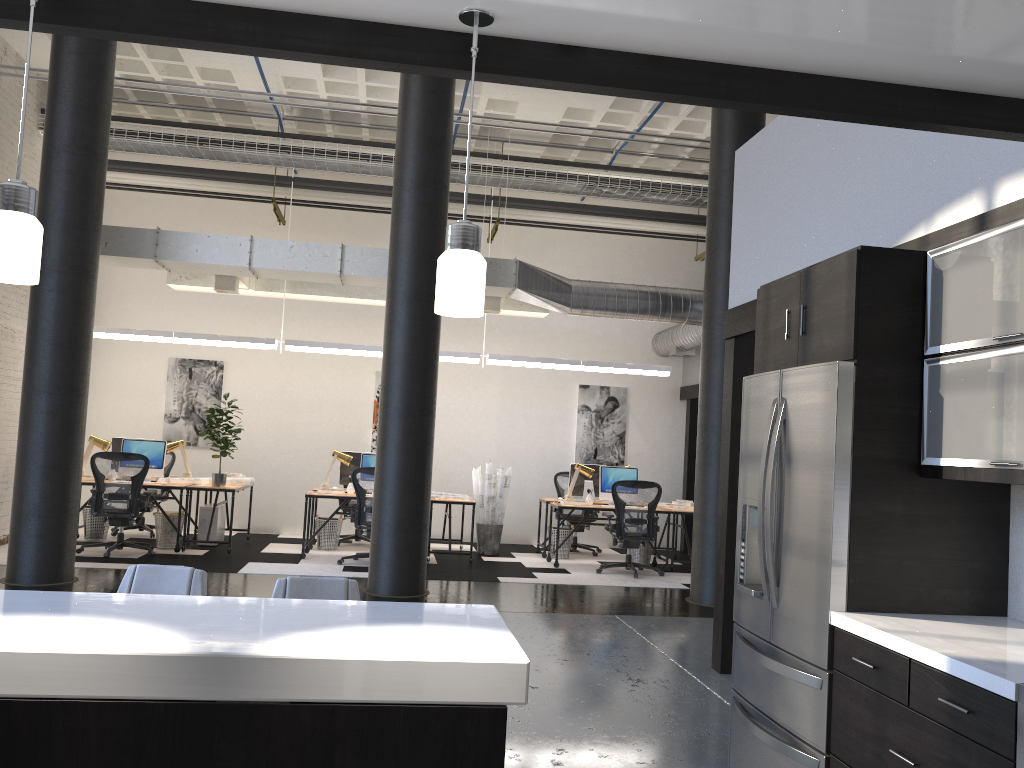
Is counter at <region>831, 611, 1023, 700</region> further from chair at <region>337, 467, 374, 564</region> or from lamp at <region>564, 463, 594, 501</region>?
lamp at <region>564, 463, 594, 501</region>

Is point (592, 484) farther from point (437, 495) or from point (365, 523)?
point (365, 523)

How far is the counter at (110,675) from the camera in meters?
1.7

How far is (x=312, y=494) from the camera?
9.9m

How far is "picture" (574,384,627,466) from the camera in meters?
12.8

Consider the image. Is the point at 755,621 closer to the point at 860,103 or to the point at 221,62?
the point at 860,103

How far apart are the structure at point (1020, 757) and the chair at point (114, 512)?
8.7 meters

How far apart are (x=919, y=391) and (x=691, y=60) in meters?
1.8

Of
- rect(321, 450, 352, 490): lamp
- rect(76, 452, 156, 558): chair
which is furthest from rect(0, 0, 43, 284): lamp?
rect(321, 450, 352, 490): lamp

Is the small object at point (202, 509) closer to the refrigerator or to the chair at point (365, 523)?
the chair at point (365, 523)
